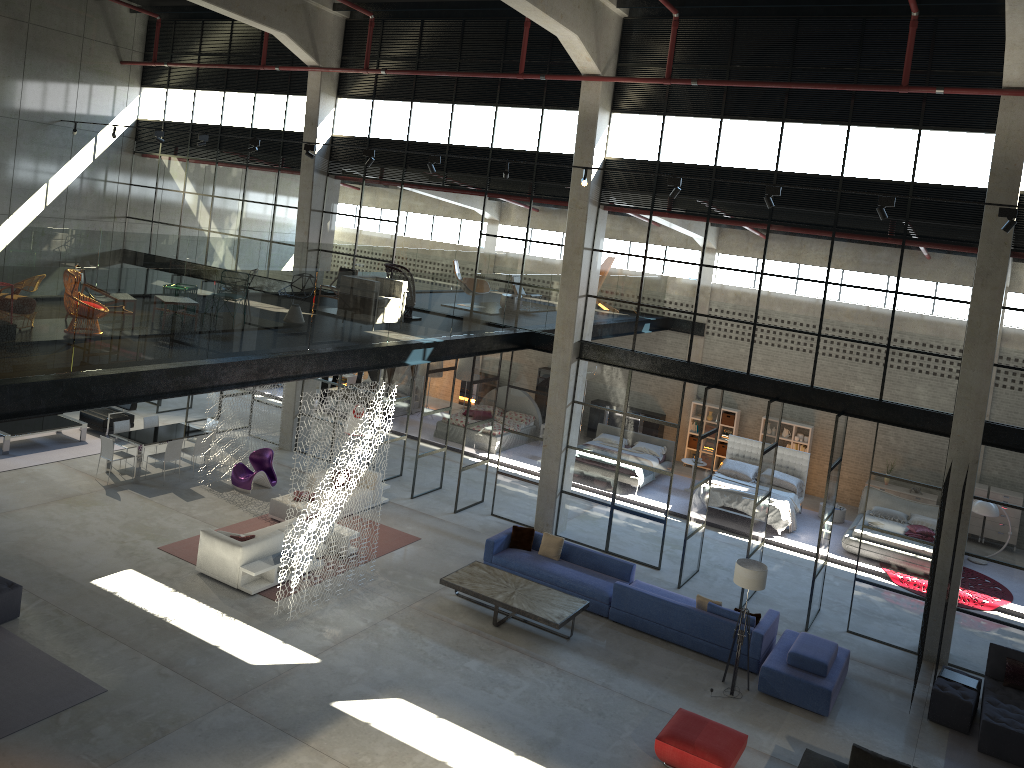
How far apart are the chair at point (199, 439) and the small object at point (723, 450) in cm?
1315

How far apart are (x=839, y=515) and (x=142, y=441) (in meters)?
15.37

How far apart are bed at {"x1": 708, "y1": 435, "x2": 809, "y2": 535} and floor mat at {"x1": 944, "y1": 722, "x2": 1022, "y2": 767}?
6.7 meters

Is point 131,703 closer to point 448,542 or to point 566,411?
point 448,542

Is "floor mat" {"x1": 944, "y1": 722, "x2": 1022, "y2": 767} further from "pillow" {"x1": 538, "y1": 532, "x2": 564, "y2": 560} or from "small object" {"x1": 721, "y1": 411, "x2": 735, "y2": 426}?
"small object" {"x1": 721, "y1": 411, "x2": 735, "y2": 426}

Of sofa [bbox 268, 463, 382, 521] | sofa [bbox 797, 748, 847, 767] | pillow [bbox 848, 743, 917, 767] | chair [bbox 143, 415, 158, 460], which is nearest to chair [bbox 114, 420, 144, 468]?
chair [bbox 143, 415, 158, 460]

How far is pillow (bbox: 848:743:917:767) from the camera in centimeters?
990cm

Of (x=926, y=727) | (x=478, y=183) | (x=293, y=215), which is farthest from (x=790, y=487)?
(x=293, y=215)

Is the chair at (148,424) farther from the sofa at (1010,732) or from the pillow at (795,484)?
the sofa at (1010,732)

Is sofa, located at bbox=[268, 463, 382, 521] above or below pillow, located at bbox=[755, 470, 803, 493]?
below
